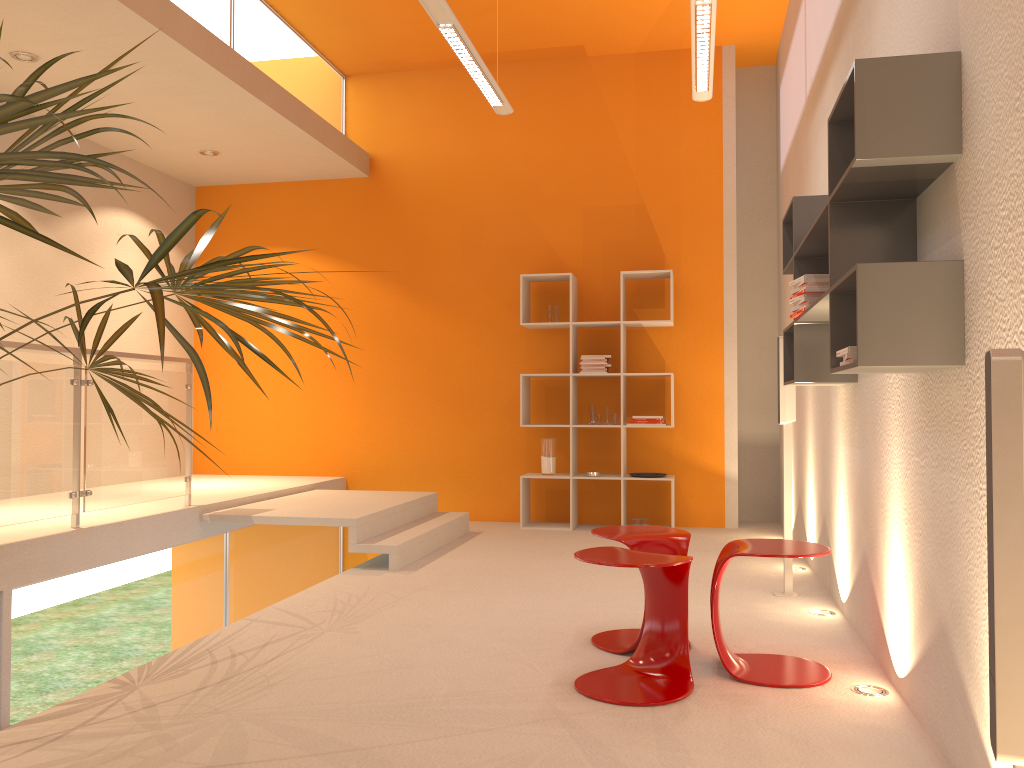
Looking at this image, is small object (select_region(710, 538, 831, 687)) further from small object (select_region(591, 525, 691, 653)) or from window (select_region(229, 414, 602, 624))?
window (select_region(229, 414, 602, 624))

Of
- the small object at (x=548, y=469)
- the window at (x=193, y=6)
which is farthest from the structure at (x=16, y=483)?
the small object at (x=548, y=469)

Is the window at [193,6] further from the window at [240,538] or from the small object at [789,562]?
the small object at [789,562]

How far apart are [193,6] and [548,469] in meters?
4.1 m

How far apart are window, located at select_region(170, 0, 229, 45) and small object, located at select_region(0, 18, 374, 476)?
2.4m

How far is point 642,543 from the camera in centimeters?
344cm

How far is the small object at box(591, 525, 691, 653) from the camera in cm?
344

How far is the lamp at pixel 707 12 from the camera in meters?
4.2

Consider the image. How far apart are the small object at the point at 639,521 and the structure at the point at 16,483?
3.27m

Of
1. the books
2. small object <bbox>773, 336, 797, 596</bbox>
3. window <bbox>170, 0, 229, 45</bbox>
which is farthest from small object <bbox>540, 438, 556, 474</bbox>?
the books
